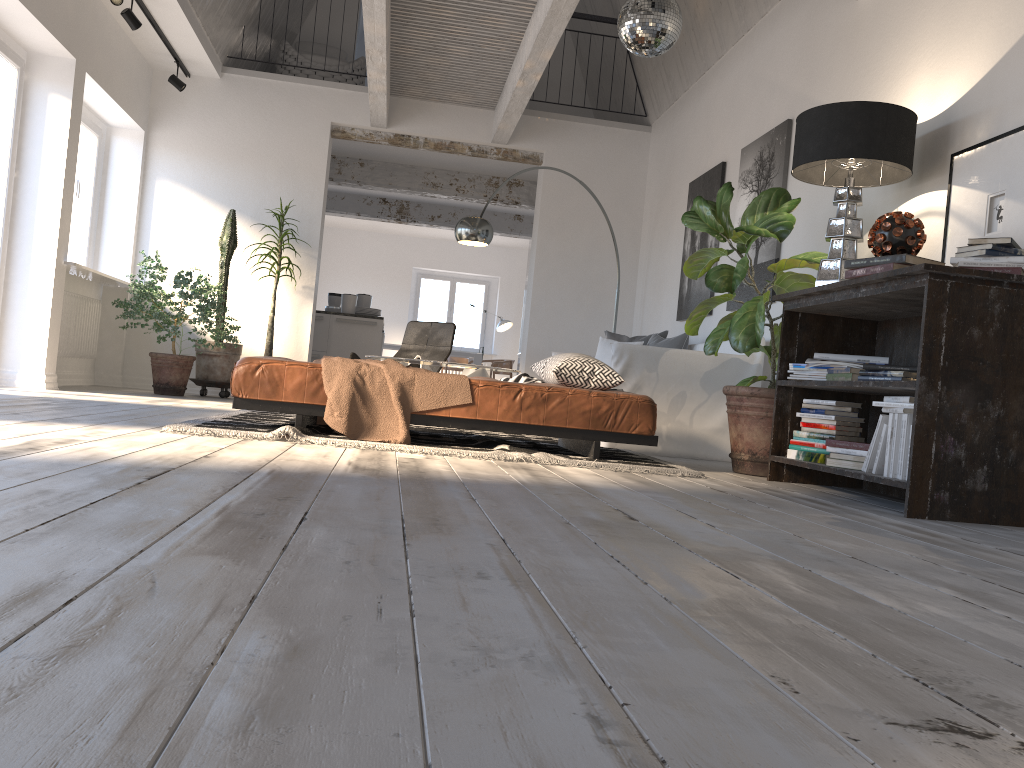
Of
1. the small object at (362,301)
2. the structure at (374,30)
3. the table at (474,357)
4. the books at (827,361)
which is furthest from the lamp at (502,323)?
the books at (827,361)

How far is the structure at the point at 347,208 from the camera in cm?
1273

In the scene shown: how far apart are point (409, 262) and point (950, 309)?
13.4m

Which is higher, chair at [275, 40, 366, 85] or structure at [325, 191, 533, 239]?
chair at [275, 40, 366, 85]

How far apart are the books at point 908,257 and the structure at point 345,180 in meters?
7.7

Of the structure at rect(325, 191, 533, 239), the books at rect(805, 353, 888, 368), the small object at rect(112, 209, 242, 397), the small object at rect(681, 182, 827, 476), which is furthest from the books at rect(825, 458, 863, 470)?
the structure at rect(325, 191, 533, 239)

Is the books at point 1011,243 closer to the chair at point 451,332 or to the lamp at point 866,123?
the lamp at point 866,123

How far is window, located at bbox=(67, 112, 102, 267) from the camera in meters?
7.6 m

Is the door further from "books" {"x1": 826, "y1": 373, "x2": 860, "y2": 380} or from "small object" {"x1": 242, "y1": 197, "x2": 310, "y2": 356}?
"books" {"x1": 826, "y1": 373, "x2": 860, "y2": 380}

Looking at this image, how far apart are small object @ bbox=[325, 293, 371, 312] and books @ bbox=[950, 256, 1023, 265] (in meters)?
7.99
